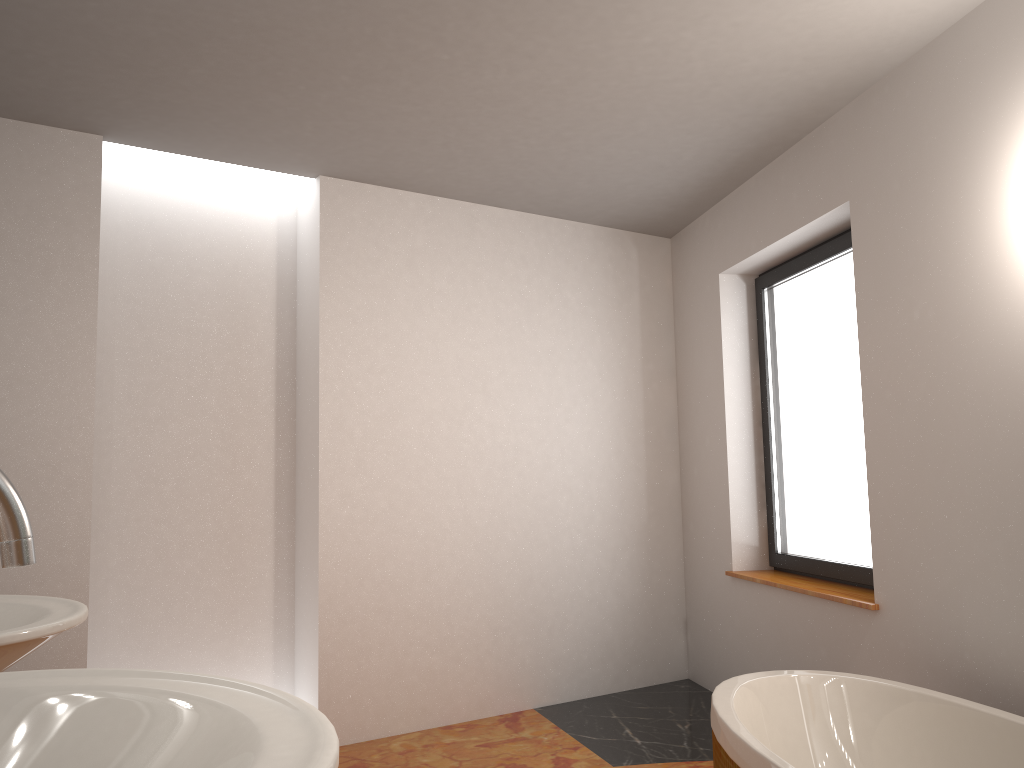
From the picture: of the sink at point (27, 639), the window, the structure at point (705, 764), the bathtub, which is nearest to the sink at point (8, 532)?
the sink at point (27, 639)

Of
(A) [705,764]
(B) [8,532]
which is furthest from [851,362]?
(B) [8,532]

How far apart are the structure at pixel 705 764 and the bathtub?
0.55m

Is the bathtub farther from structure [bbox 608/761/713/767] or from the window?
the window

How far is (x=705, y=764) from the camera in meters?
3.2

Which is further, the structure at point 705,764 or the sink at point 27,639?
the structure at point 705,764

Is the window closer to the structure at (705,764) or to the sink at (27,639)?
the structure at (705,764)

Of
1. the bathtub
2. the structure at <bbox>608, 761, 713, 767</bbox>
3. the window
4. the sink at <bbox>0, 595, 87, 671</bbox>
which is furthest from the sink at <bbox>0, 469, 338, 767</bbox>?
the window

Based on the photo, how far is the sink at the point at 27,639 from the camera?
1.04m

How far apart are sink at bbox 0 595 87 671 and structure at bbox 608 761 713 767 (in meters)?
2.51
